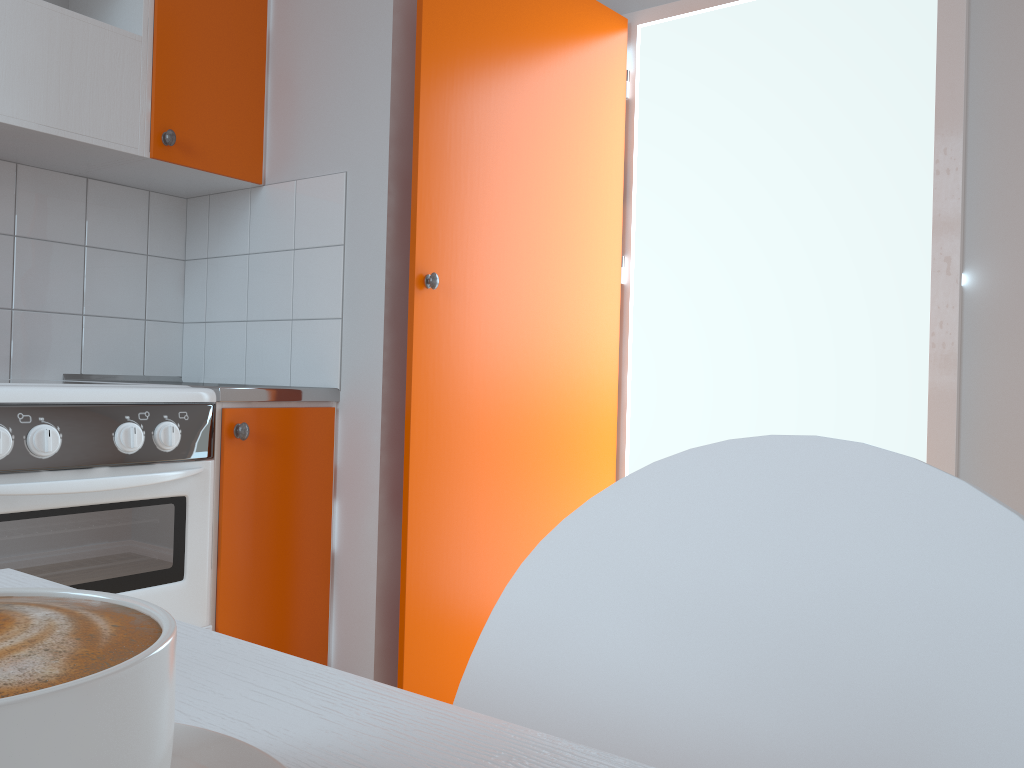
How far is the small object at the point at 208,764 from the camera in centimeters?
24cm

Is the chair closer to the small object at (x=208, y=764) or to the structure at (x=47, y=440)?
the small object at (x=208, y=764)

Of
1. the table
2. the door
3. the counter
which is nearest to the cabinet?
the counter

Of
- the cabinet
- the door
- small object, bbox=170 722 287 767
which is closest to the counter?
the cabinet

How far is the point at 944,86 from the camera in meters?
2.3

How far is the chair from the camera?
0.3m

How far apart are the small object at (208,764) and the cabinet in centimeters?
177cm

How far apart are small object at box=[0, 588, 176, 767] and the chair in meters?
0.3 m

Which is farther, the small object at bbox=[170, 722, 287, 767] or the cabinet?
the cabinet

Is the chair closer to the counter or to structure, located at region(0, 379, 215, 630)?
structure, located at region(0, 379, 215, 630)
